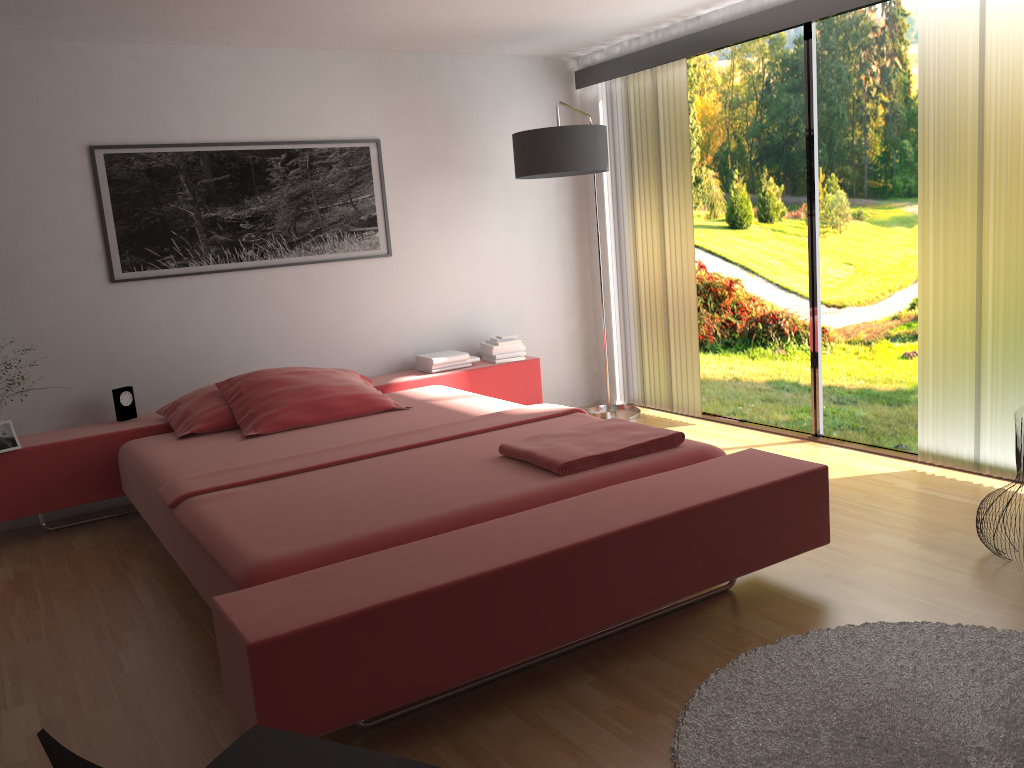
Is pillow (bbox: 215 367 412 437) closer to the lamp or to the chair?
the lamp

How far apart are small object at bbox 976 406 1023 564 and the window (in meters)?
1.19

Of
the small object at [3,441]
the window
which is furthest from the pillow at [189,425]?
the window

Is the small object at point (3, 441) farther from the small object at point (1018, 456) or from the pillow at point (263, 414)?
the small object at point (1018, 456)

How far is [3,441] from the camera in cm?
385

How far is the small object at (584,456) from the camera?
2.9m

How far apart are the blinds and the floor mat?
1.4 meters

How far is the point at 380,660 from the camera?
2.06m

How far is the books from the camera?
4.98m

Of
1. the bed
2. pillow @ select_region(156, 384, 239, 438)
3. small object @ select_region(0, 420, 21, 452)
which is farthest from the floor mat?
small object @ select_region(0, 420, 21, 452)
